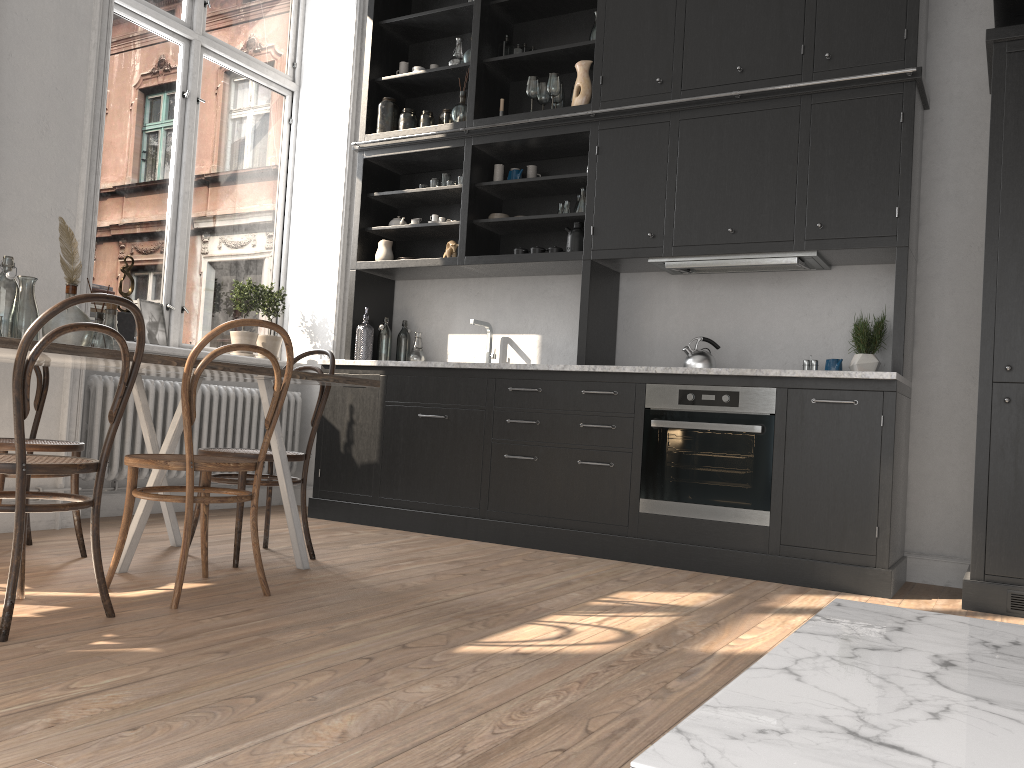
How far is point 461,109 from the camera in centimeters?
522cm

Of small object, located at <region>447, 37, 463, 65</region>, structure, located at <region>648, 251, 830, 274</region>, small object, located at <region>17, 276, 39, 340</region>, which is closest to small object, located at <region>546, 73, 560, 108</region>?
small object, located at <region>447, 37, 463, 65</region>

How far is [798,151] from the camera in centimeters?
423cm

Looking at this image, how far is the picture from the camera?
5.05m

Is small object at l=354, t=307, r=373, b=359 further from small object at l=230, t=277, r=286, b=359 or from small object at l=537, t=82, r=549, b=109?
small object at l=537, t=82, r=549, b=109

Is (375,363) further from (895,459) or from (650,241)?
(895,459)

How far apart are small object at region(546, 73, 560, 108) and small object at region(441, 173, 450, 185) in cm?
84

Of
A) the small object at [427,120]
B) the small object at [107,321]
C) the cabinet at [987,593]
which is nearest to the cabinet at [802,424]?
the small object at [427,120]

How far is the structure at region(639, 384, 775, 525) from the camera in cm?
402

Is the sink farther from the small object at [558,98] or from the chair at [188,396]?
the chair at [188,396]
